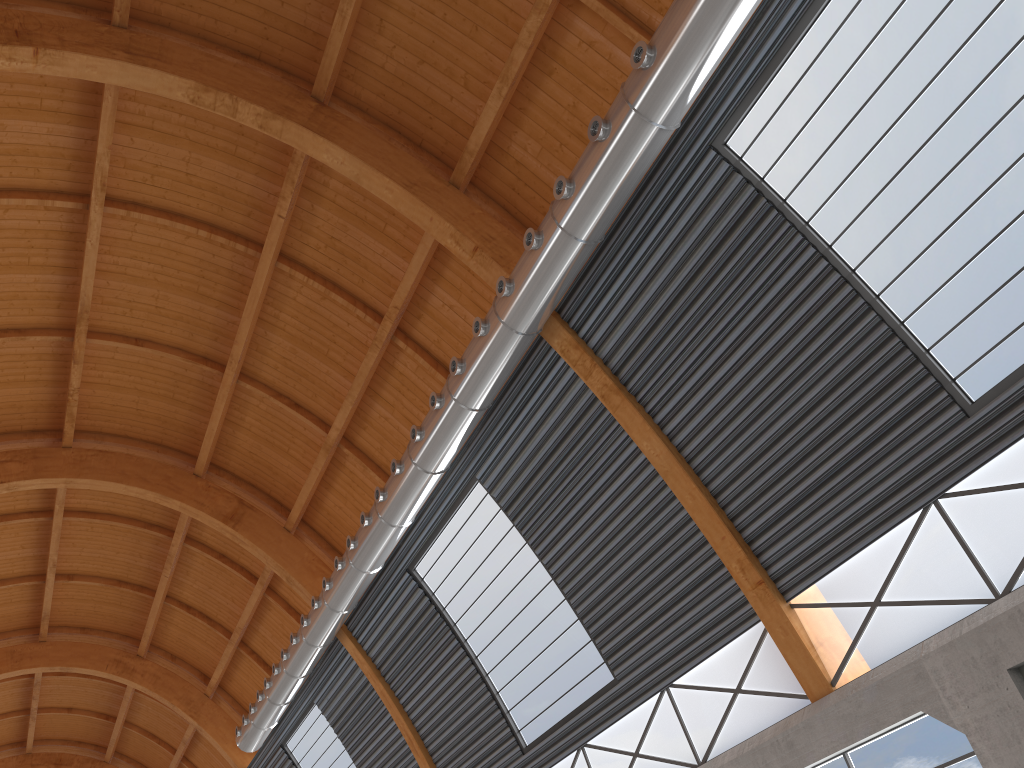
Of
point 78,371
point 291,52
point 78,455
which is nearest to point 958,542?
point 291,52
